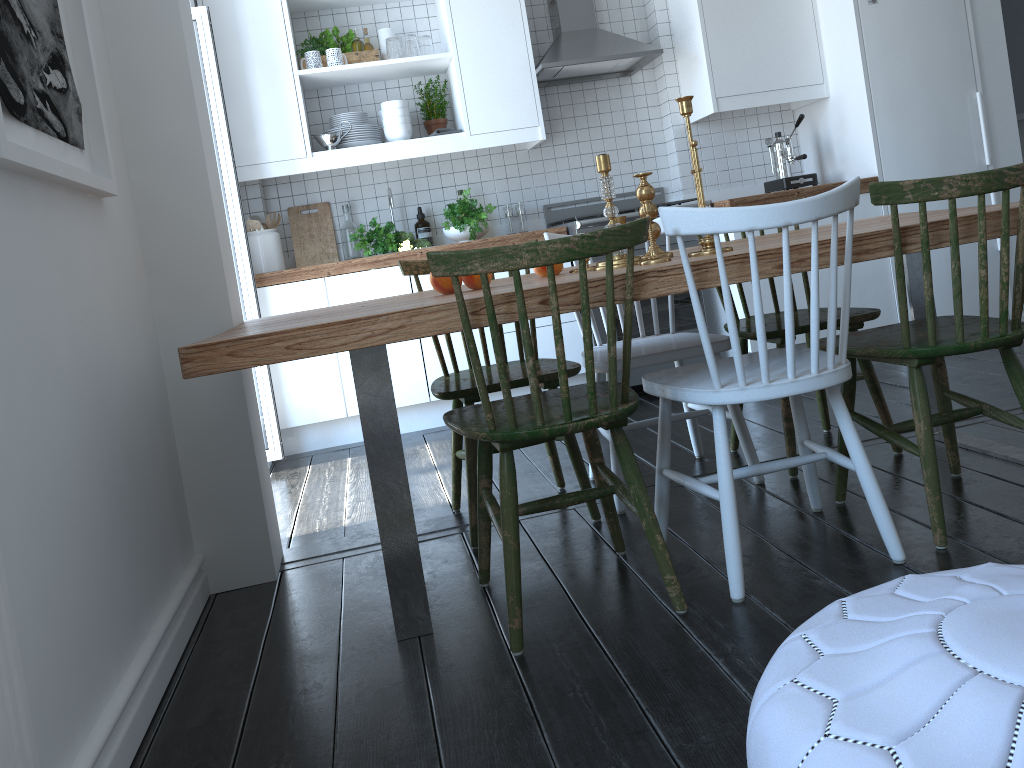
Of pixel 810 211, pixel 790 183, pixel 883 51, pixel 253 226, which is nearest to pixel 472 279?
pixel 810 211

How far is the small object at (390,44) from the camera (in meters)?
4.23

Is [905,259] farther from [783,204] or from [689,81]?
[689,81]

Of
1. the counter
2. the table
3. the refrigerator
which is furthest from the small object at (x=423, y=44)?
the table

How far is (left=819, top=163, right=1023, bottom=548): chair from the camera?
1.87m

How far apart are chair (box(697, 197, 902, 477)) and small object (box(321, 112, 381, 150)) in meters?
2.2

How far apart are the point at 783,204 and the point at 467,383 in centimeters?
112cm

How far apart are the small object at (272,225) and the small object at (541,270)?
2.2m

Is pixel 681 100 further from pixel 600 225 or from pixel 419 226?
pixel 419 226

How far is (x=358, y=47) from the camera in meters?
4.4
